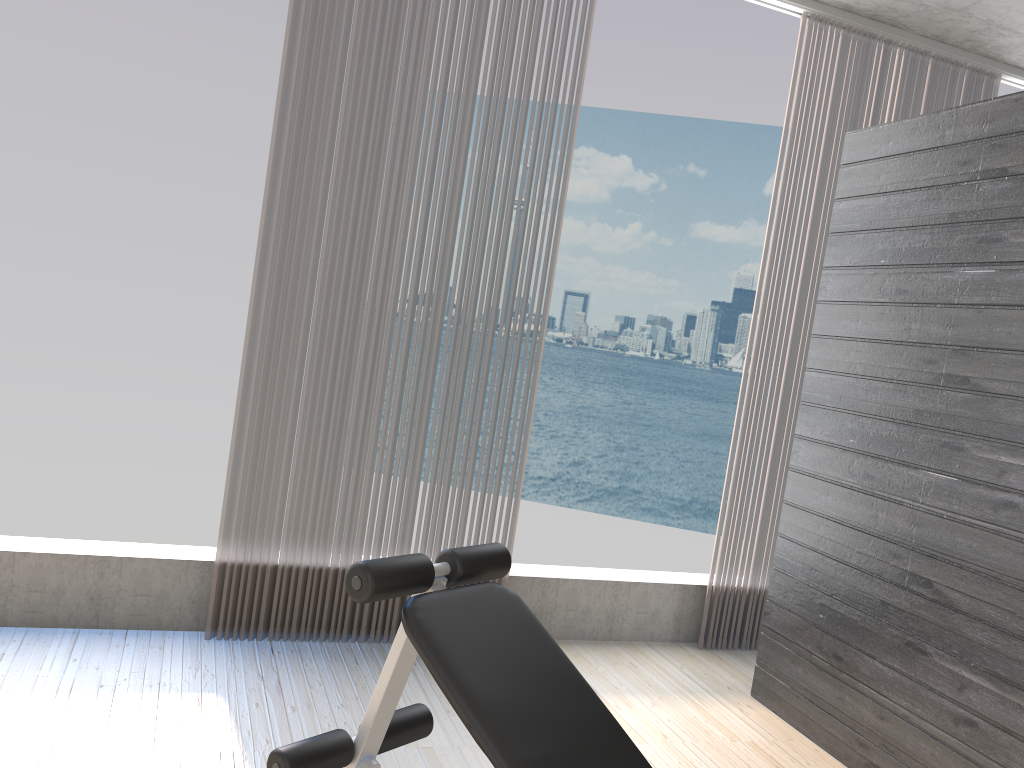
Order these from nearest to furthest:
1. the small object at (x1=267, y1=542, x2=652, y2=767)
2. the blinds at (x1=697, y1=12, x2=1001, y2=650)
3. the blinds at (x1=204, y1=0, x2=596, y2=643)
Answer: the small object at (x1=267, y1=542, x2=652, y2=767) → the blinds at (x1=204, y1=0, x2=596, y2=643) → the blinds at (x1=697, y1=12, x2=1001, y2=650)

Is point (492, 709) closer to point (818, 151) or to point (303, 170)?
point (303, 170)

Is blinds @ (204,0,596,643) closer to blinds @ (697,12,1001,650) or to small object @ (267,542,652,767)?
blinds @ (697,12,1001,650)

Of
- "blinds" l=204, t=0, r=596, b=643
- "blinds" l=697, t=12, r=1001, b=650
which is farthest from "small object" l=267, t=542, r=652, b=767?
"blinds" l=697, t=12, r=1001, b=650

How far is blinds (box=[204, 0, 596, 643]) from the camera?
3.1m

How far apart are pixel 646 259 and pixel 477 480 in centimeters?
2962cm

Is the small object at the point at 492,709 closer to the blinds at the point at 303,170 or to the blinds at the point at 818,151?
the blinds at the point at 303,170

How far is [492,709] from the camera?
1.6m

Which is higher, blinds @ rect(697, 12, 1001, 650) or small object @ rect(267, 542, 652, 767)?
blinds @ rect(697, 12, 1001, 650)

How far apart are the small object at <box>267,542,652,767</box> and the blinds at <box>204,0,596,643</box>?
1.18m
